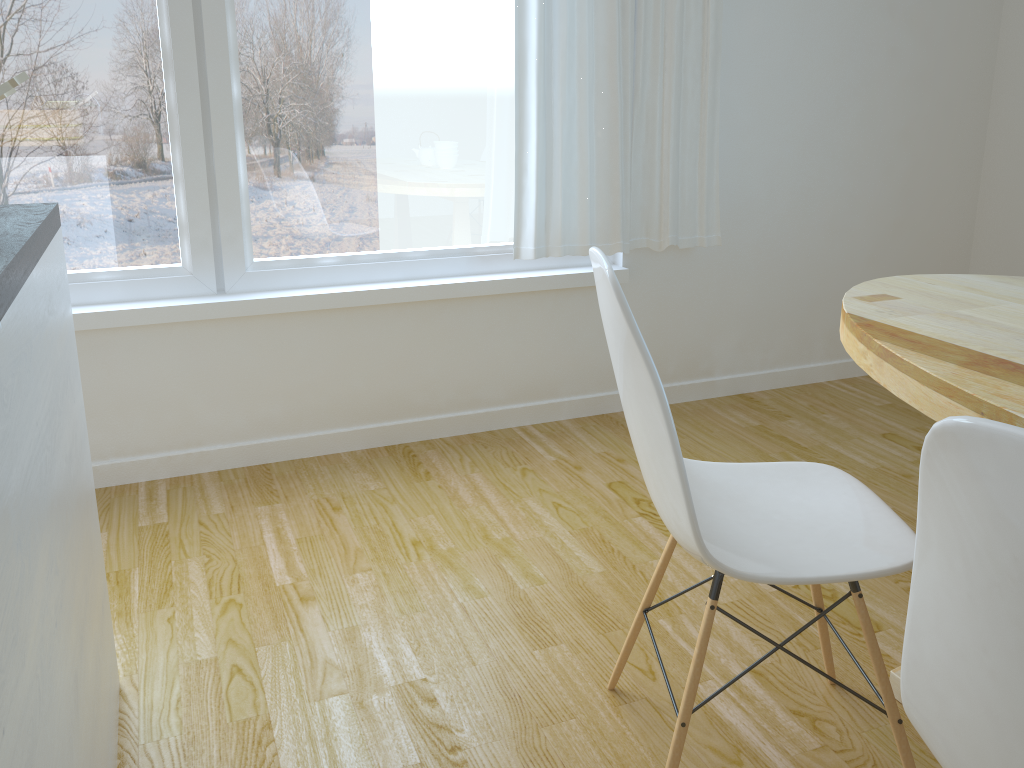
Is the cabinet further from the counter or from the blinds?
the blinds

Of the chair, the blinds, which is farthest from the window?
the chair

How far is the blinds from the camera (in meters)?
2.75

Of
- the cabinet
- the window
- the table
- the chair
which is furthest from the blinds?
the cabinet

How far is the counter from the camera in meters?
0.9 m

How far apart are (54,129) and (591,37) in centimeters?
159cm

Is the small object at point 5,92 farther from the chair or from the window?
the window

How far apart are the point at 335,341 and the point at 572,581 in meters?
1.2

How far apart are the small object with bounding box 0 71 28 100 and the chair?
0.9 meters

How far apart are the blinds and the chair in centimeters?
139cm
